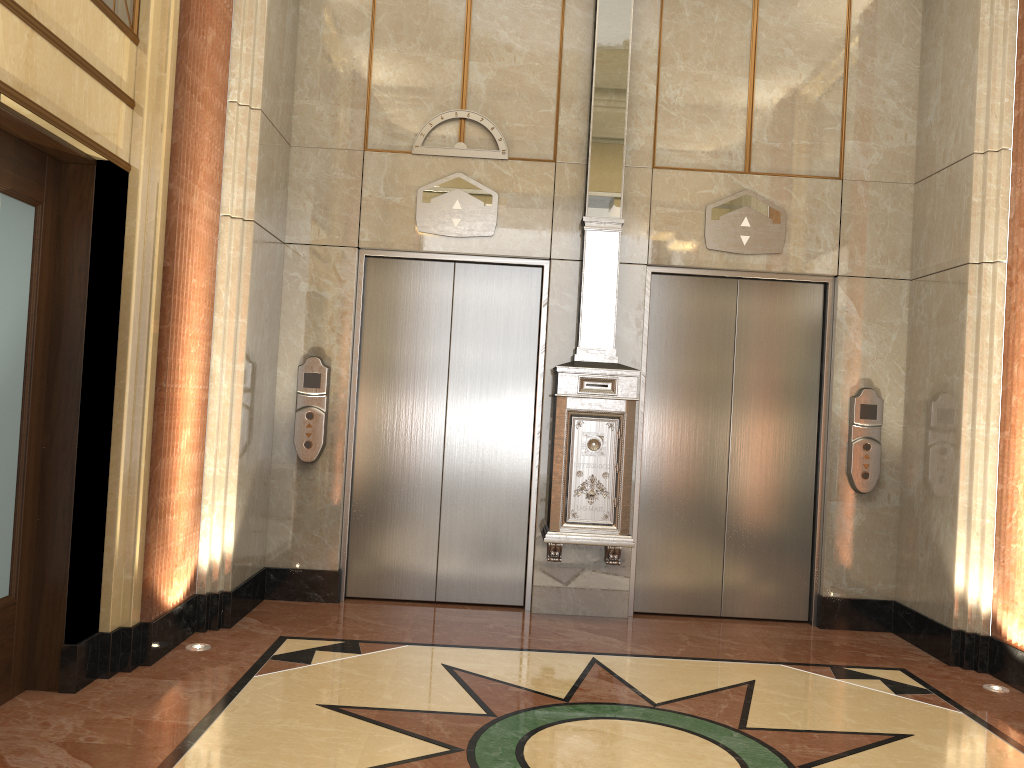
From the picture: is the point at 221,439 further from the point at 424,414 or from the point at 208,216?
the point at 424,414

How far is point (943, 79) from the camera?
5.25m
